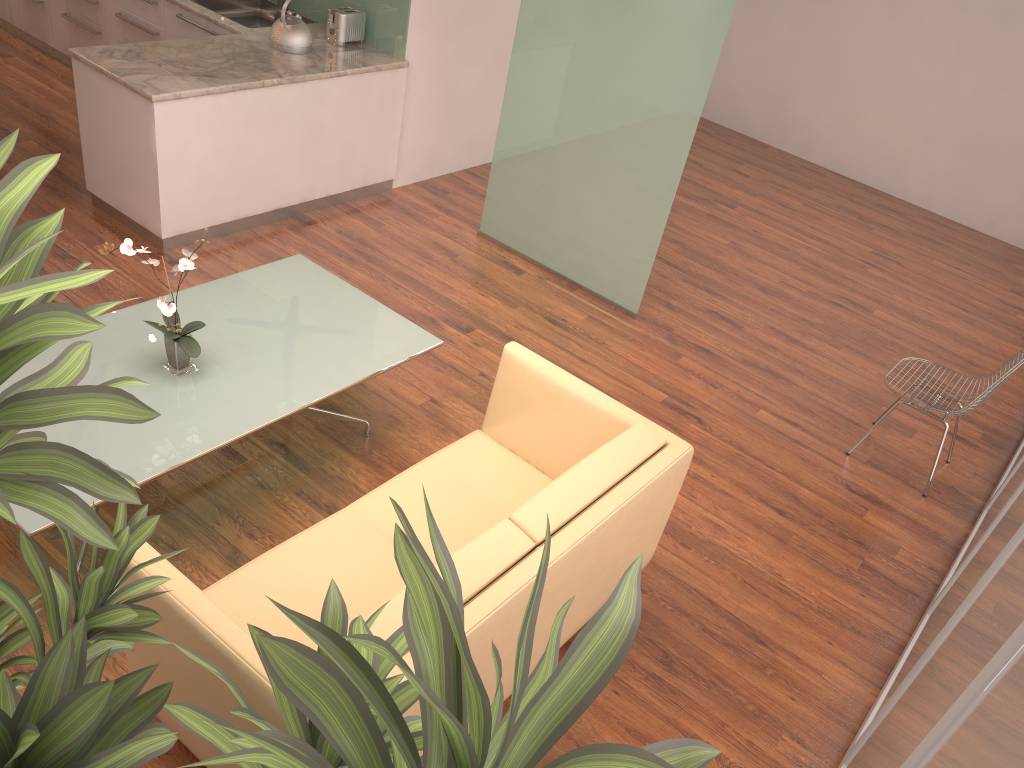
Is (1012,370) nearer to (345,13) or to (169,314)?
(169,314)

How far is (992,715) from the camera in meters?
1.3

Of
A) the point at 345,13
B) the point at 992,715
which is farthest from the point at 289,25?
the point at 992,715

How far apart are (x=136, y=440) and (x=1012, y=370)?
3.9m

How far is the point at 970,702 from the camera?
1.5m

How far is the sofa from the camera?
2.25m

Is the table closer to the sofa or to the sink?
the sofa

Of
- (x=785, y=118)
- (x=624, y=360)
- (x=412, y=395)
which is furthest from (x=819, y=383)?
(x=785, y=118)

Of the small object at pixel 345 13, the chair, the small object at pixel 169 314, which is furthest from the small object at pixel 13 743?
the small object at pixel 345 13

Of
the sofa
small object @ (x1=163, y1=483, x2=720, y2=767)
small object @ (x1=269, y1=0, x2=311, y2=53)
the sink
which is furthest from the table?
the sink
